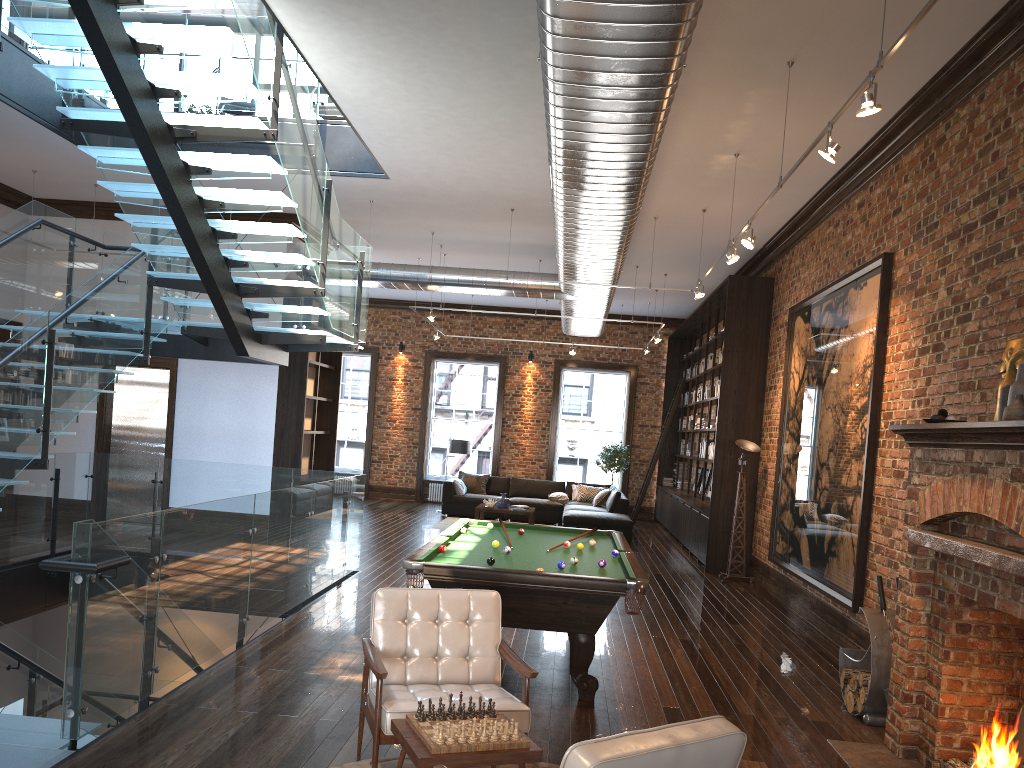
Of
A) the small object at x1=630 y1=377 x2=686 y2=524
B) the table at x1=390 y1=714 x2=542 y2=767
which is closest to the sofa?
the small object at x1=630 y1=377 x2=686 y2=524

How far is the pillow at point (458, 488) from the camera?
17.02m

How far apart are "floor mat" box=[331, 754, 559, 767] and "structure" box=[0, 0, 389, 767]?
1.3m

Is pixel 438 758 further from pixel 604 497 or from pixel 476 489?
pixel 476 489

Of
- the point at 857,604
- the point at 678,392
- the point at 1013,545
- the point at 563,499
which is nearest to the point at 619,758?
the point at 1013,545

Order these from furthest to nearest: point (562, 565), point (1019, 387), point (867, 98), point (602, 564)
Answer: point (602, 564)
point (562, 565)
point (1019, 387)
point (867, 98)

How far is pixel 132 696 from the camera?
4.80m

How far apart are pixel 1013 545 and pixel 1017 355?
1.4 meters

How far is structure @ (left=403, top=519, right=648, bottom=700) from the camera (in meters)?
5.46

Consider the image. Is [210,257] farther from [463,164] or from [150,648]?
[150,648]
